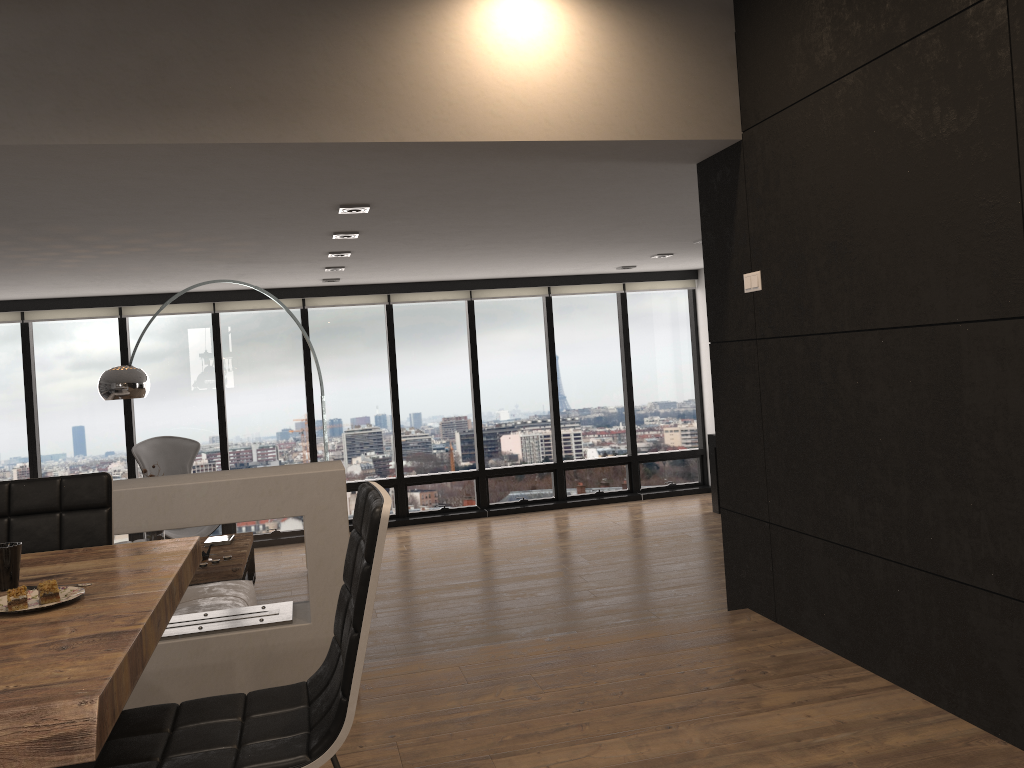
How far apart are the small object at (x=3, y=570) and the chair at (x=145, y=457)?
6.14m

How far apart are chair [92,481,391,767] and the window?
6.9 meters

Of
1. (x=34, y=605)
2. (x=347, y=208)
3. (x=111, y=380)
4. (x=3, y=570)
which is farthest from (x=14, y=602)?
(x=111, y=380)

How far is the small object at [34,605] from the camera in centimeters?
174cm

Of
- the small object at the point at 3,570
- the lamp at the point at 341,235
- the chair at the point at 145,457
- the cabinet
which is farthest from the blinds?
the small object at the point at 3,570

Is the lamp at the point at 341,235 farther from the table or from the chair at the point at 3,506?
the table

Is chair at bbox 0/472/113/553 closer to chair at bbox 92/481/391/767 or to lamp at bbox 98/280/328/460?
chair at bbox 92/481/391/767

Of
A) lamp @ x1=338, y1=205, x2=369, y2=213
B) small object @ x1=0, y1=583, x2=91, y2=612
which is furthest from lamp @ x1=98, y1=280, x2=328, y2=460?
small object @ x1=0, y1=583, x2=91, y2=612

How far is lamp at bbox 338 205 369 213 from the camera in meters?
4.6

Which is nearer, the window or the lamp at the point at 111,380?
the lamp at the point at 111,380
